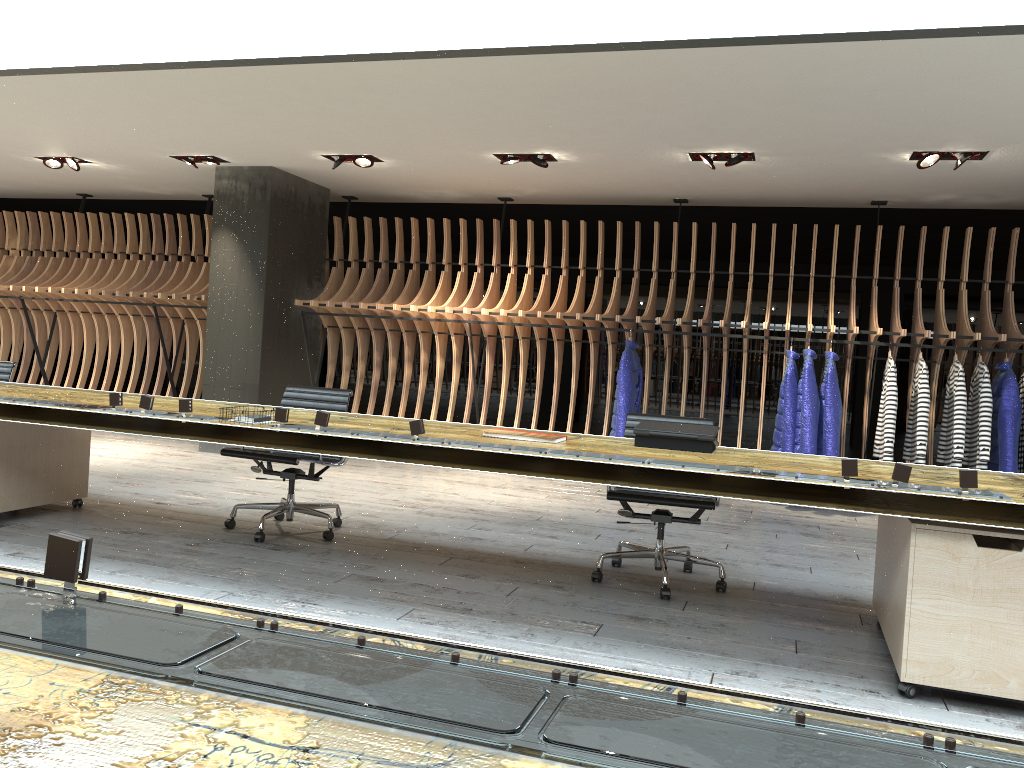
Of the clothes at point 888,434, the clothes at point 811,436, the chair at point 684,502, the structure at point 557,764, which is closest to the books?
the chair at point 684,502

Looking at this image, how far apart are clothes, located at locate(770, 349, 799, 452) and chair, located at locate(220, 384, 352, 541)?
3.8m

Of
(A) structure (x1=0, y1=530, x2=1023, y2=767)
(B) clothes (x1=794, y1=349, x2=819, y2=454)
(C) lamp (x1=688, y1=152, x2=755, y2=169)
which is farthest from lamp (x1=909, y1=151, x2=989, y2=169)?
(A) structure (x1=0, y1=530, x2=1023, y2=767)

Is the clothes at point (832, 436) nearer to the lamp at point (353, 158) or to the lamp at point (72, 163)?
the lamp at point (353, 158)

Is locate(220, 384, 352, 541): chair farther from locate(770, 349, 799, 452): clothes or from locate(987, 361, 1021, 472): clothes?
locate(987, 361, 1021, 472): clothes

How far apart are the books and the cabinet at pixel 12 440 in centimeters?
196cm

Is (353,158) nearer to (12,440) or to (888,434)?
(12,440)

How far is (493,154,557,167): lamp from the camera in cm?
723

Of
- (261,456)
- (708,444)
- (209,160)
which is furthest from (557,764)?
(209,160)

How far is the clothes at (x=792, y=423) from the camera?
7.4m
